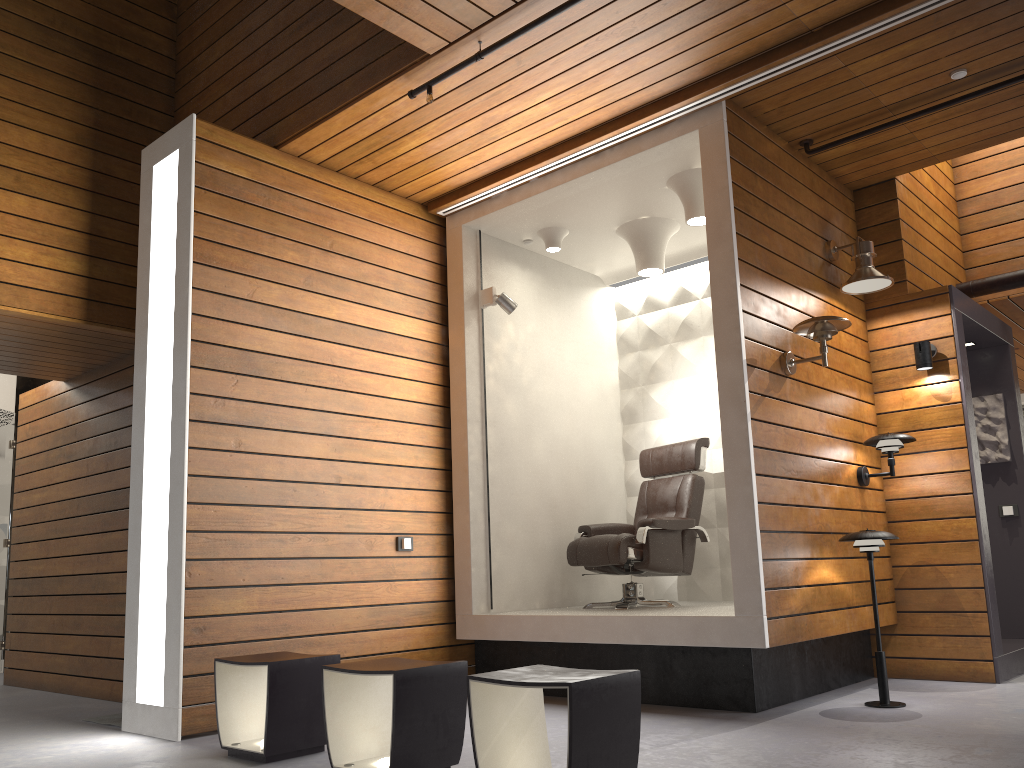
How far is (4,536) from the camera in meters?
7.8 m

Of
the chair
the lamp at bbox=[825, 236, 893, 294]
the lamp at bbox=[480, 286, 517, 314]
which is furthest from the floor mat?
the lamp at bbox=[825, 236, 893, 294]

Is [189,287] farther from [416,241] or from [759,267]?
[759,267]

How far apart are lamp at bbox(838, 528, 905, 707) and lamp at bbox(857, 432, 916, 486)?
0.77m

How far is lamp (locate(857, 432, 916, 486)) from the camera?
5.0m

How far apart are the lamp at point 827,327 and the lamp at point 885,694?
0.9 meters

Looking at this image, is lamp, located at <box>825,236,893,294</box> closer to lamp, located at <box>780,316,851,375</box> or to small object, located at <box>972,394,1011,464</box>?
lamp, located at <box>780,316,851,375</box>

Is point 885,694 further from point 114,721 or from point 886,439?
point 114,721

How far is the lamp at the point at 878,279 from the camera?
5.04m

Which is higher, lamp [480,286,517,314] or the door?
lamp [480,286,517,314]
